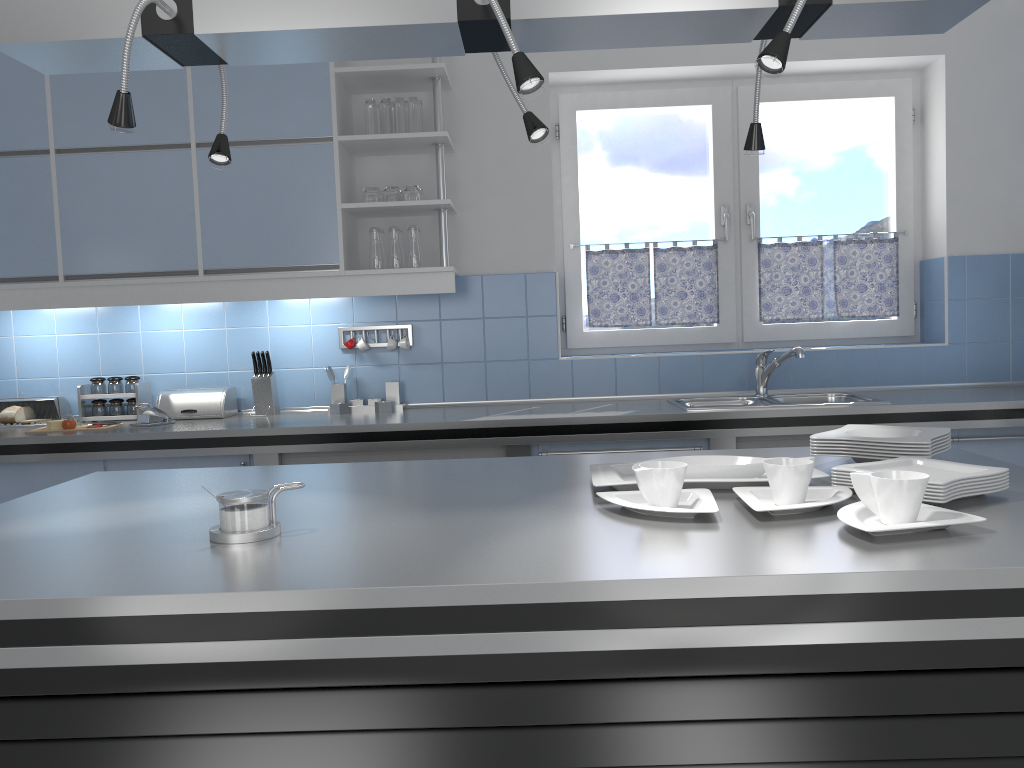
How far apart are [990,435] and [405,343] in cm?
246

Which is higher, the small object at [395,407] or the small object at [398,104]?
the small object at [398,104]

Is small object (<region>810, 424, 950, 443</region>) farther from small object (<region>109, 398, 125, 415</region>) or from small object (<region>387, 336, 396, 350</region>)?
small object (<region>109, 398, 125, 415</region>)

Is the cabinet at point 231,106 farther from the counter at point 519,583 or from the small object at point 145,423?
the counter at point 519,583

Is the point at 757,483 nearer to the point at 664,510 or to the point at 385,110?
the point at 664,510

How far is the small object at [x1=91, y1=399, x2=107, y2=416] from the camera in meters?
4.0 m

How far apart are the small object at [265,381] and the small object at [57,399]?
0.88m

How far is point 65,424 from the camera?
3.6 meters

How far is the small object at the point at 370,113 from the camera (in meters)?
3.80

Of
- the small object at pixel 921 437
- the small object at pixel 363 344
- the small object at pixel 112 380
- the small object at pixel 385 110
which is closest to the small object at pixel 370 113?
the small object at pixel 385 110
